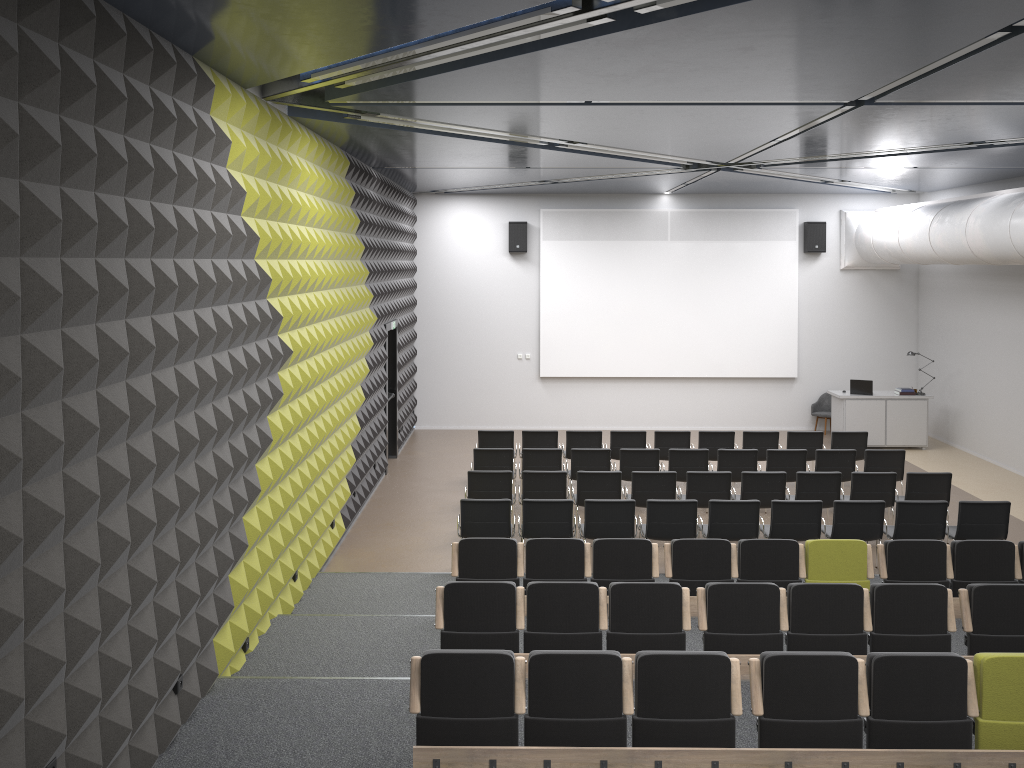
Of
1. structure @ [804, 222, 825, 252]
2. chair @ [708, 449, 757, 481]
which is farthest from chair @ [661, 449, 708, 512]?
structure @ [804, 222, 825, 252]

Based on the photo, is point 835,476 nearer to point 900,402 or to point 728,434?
point 728,434

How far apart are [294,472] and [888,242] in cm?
1184

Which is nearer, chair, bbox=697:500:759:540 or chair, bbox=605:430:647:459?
chair, bbox=697:500:759:540

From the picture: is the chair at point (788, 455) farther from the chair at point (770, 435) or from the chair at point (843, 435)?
the chair at point (843, 435)

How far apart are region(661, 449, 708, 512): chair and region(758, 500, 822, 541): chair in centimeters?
221cm

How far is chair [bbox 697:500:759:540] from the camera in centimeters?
969cm

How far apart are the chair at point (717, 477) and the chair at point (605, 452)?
1.44m

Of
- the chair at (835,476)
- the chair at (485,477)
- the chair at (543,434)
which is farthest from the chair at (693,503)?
the chair at (543,434)

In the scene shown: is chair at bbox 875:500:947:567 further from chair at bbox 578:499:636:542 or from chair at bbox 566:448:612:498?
chair at bbox 566:448:612:498
